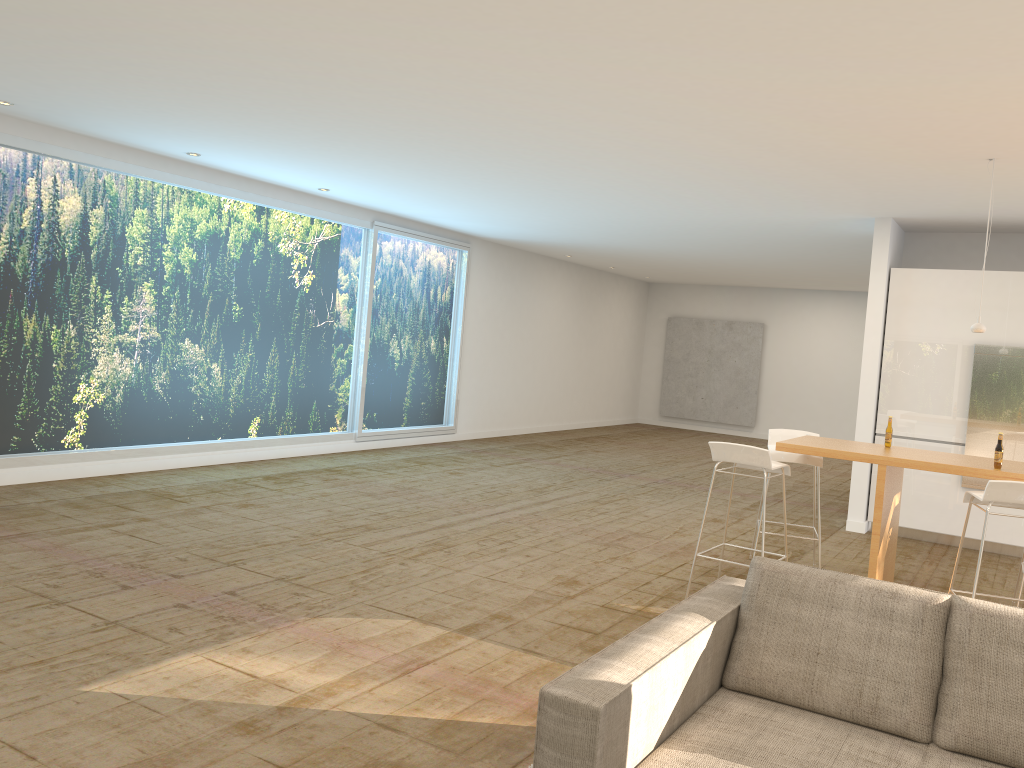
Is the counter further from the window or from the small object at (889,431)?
the window

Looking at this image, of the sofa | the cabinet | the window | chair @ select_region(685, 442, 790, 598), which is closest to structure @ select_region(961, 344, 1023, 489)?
the cabinet

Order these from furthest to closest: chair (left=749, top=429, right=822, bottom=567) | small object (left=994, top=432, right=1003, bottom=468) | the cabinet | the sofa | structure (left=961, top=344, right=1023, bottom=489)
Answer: the cabinet
structure (left=961, top=344, right=1023, bottom=489)
chair (left=749, top=429, right=822, bottom=567)
small object (left=994, top=432, right=1003, bottom=468)
the sofa

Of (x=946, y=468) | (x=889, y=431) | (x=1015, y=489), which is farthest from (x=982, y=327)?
(x=1015, y=489)

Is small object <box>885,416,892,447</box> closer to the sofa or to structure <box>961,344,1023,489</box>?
structure <box>961,344,1023,489</box>

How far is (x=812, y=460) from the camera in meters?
6.3

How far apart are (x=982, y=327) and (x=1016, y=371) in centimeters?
254cm

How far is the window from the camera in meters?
7.5

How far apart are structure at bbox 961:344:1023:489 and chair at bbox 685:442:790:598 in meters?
3.4

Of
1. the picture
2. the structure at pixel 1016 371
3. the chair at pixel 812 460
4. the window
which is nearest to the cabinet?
the structure at pixel 1016 371
